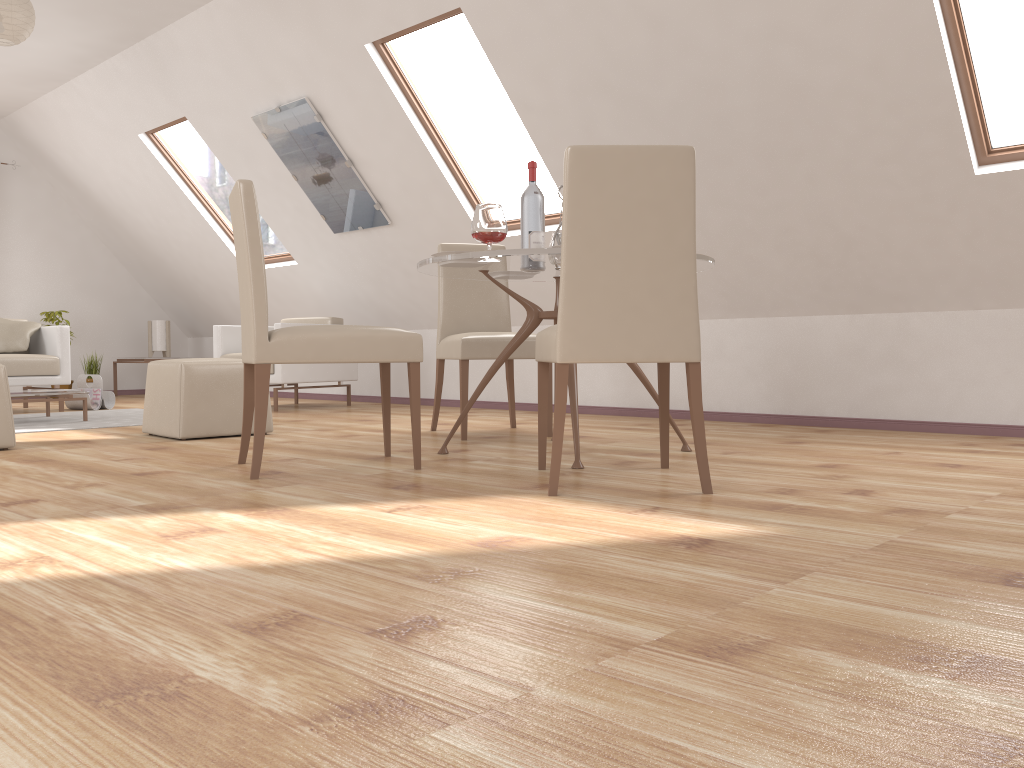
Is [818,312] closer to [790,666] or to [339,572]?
[339,572]

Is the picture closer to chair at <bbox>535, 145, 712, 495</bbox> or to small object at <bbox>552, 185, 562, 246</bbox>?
small object at <bbox>552, 185, 562, 246</bbox>

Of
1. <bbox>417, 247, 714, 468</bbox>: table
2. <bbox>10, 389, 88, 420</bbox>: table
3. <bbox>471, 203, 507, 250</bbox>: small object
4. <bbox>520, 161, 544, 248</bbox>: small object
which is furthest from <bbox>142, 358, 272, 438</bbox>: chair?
<bbox>471, 203, 507, 250</bbox>: small object

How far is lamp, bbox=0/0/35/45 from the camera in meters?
4.7 m

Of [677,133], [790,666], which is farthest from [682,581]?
[677,133]

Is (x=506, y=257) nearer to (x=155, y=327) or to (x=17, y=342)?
(x=17, y=342)

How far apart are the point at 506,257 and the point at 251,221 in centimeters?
87cm

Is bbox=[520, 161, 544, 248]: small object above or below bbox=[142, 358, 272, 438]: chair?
above

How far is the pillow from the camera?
6.6 meters

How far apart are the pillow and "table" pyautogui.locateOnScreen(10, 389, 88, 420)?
1.4 meters
